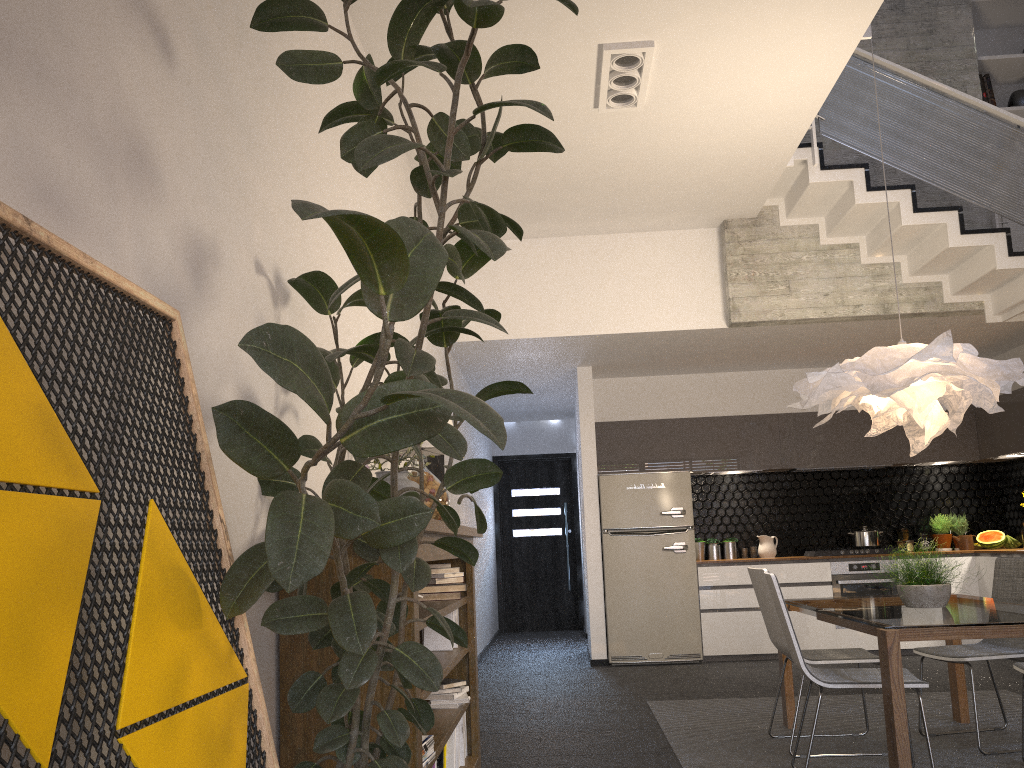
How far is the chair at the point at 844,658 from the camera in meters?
4.3 m

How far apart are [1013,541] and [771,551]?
2.1 meters

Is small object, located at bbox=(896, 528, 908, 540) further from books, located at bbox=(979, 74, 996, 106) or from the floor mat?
books, located at bbox=(979, 74, 996, 106)

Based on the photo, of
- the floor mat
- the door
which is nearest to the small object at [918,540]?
the floor mat

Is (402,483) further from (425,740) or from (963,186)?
(963,186)

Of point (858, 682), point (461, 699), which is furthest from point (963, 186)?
point (461, 699)

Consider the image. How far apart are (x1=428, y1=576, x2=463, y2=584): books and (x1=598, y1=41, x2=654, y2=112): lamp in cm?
273

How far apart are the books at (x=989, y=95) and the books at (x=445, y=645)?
6.4 meters

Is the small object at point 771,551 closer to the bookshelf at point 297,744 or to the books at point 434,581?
the bookshelf at point 297,744

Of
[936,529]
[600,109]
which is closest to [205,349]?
[600,109]
